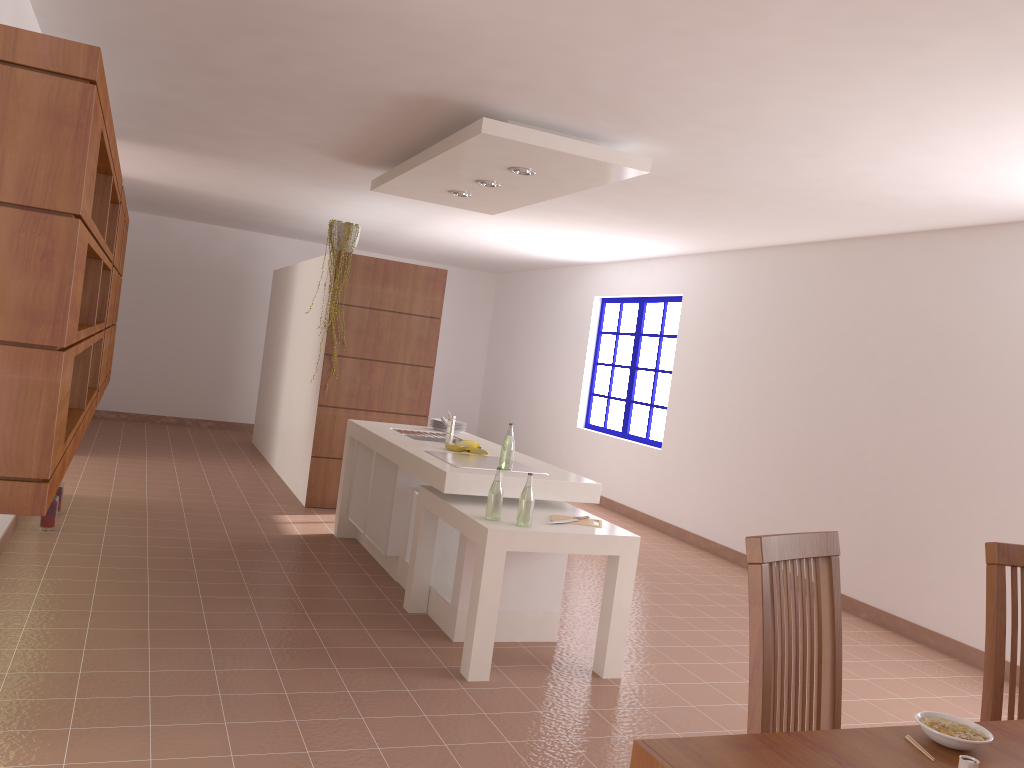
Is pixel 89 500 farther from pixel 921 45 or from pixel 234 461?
pixel 921 45

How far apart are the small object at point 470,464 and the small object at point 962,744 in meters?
2.8

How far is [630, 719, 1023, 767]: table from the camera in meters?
1.5 m

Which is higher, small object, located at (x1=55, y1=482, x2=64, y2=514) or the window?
the window

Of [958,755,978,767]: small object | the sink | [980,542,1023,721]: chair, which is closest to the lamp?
the sink

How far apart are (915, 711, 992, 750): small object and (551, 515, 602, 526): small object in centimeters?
240cm

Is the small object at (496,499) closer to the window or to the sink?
the sink

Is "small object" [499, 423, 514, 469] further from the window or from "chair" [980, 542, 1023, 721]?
the window

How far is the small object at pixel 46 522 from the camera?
5.15m

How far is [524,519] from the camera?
3.8m
